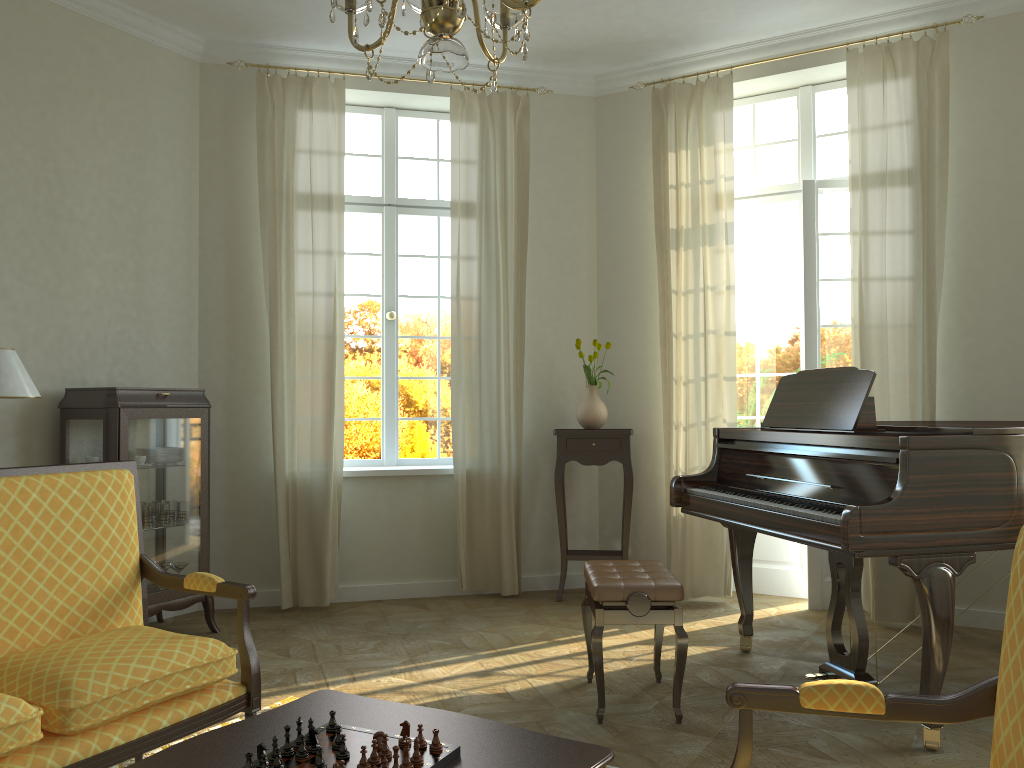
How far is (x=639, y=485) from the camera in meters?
6.1 m

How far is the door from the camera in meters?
5.6

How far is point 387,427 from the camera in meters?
6.2 m

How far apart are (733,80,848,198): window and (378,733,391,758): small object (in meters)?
5.02

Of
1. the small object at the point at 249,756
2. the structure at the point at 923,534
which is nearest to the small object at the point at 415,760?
the small object at the point at 249,756

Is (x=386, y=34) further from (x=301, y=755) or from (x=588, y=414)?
(x=588, y=414)

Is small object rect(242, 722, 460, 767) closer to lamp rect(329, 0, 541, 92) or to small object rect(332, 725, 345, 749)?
small object rect(332, 725, 345, 749)

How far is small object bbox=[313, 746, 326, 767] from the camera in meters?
1.8

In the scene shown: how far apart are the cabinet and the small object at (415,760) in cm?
321

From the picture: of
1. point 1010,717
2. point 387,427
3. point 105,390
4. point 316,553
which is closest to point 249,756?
point 1010,717
